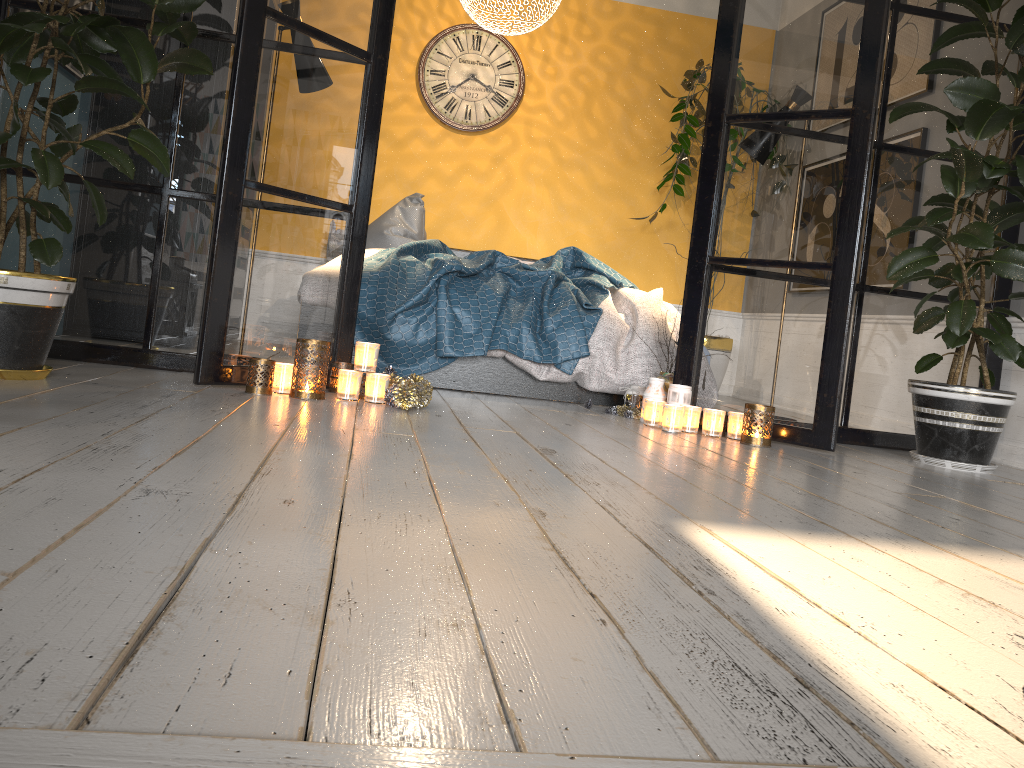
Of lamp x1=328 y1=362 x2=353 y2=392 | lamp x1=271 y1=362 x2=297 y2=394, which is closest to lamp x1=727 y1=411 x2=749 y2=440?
lamp x1=328 y1=362 x2=353 y2=392

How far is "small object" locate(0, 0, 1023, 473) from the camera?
2.4 meters

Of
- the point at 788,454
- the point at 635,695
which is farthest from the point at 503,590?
the point at 788,454

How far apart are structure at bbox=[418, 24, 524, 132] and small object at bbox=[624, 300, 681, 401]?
2.9m

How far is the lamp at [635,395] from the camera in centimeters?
364cm

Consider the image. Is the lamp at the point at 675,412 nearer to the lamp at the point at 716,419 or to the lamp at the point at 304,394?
the lamp at the point at 716,419

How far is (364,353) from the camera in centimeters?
290cm

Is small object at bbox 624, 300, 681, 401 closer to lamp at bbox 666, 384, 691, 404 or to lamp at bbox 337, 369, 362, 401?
lamp at bbox 666, 384, 691, 404

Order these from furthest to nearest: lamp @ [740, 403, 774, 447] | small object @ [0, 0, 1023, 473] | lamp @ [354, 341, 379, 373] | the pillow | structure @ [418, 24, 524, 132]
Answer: structure @ [418, 24, 524, 132]
the pillow
lamp @ [740, 403, 774, 447]
lamp @ [354, 341, 379, 373]
small object @ [0, 0, 1023, 473]

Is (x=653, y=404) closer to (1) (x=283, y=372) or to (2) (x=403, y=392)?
(2) (x=403, y=392)
